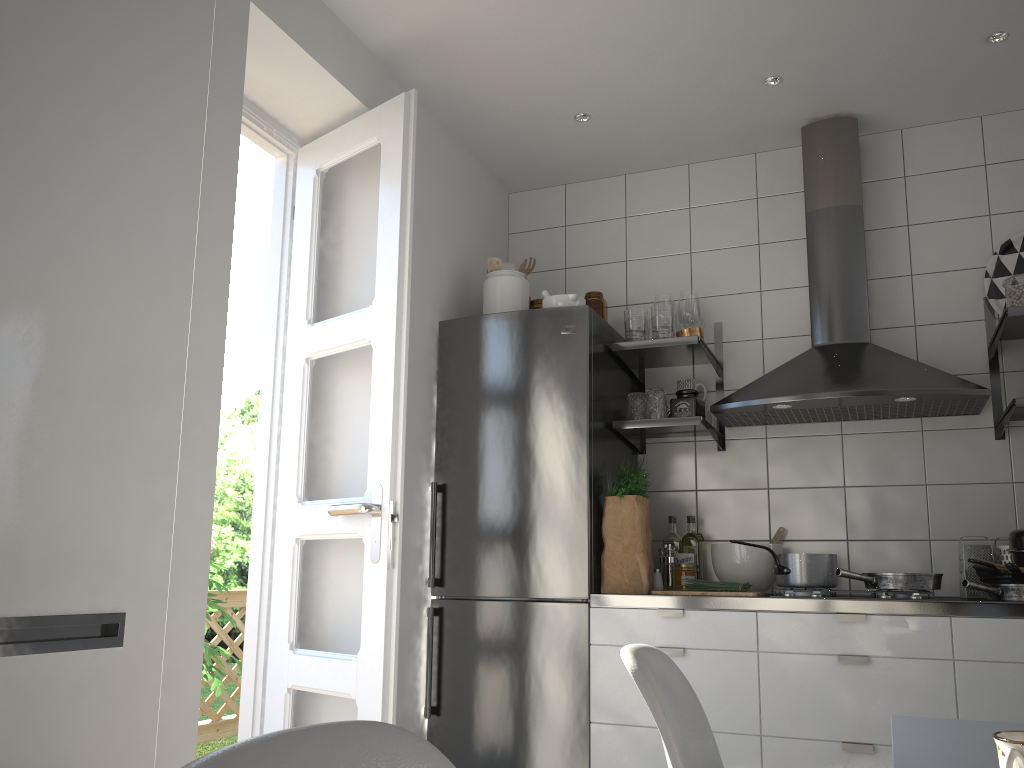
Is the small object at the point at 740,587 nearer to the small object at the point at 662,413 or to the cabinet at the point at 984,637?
the cabinet at the point at 984,637

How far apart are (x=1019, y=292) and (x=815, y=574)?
1.2m

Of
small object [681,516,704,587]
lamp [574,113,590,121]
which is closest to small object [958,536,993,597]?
small object [681,516,704,587]

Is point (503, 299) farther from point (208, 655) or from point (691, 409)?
point (208, 655)

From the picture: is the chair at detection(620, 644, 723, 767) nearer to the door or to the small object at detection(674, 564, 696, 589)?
the door

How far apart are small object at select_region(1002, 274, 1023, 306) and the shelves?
0.1m

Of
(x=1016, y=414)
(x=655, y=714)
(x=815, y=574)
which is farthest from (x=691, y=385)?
(x=655, y=714)

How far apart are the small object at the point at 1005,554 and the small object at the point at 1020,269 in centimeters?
82cm

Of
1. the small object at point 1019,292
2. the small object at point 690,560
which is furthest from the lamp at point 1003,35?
the small object at point 690,560

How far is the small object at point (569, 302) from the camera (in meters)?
3.16
